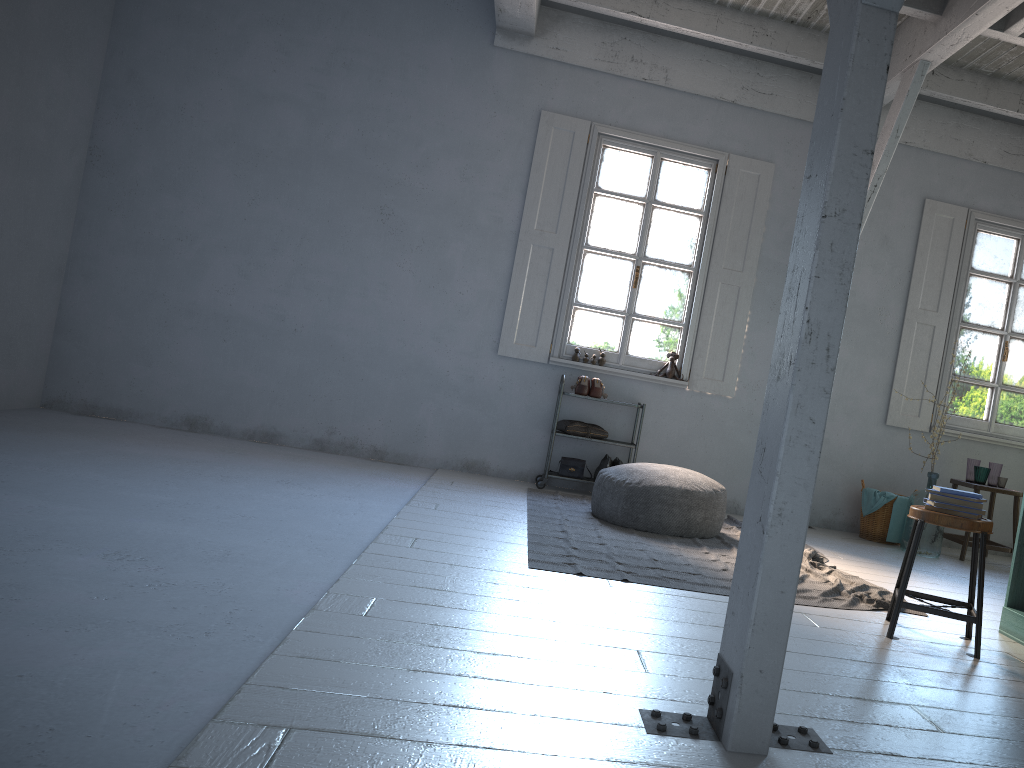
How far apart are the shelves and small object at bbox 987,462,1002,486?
3.09m

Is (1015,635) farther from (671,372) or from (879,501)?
(671,372)

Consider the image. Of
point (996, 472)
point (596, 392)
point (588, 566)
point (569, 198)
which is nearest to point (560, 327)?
point (596, 392)

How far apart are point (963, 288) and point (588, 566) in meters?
5.4 m

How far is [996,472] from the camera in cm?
757

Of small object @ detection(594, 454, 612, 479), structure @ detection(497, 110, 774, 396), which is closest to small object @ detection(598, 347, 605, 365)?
structure @ detection(497, 110, 774, 396)

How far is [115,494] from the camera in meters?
4.8

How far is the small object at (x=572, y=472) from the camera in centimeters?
770cm

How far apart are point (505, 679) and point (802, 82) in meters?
6.9 m

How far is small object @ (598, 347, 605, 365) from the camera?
7.9 meters
